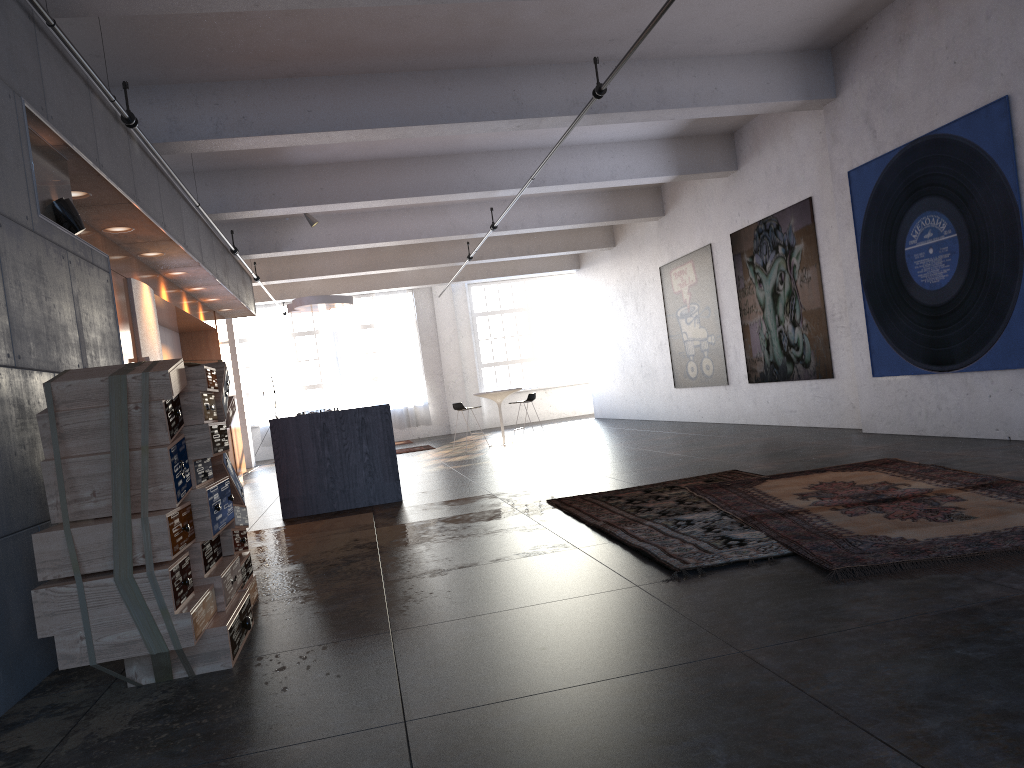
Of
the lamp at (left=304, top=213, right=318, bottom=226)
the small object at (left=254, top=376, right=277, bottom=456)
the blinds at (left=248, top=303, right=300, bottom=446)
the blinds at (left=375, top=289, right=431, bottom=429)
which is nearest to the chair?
the lamp at (left=304, top=213, right=318, bottom=226)

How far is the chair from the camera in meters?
14.8

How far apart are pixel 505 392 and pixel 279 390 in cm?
867

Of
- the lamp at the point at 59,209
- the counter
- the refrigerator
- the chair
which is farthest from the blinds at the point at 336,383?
the lamp at the point at 59,209

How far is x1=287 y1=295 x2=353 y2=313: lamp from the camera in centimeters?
1396cm

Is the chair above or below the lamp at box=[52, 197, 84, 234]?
below

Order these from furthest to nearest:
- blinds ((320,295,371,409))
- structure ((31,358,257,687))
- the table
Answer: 1. blinds ((320,295,371,409))
2. the table
3. structure ((31,358,257,687))

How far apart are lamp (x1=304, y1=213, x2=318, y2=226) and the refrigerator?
4.3m

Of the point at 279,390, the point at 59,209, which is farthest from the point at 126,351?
the point at 279,390

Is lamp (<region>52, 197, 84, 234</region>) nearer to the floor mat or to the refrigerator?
the refrigerator
